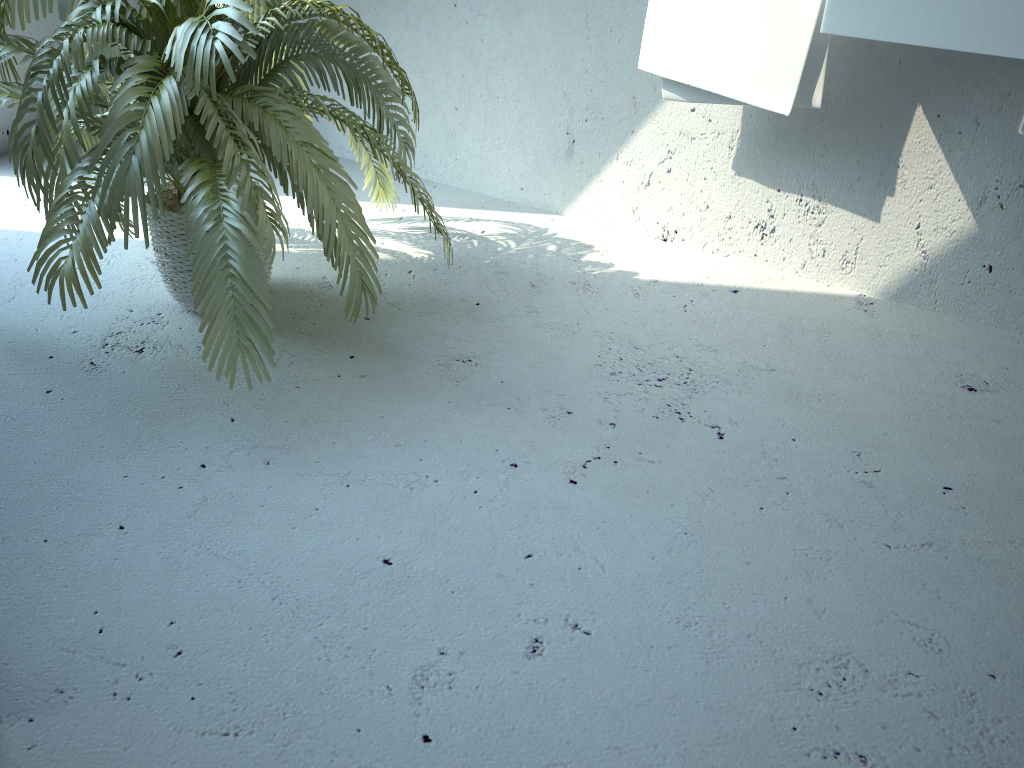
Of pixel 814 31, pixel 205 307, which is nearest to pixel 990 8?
pixel 814 31

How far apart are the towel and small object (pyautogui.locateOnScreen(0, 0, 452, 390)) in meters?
0.6

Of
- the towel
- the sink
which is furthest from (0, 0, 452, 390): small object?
the sink

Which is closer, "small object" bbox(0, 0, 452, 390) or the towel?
"small object" bbox(0, 0, 452, 390)

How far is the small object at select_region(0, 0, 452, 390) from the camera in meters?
1.6

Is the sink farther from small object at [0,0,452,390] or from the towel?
small object at [0,0,452,390]

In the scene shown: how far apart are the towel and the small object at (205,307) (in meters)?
0.60

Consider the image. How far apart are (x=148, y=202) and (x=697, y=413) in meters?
1.4 m

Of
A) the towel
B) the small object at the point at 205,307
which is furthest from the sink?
the small object at the point at 205,307

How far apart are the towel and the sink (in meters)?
0.21
